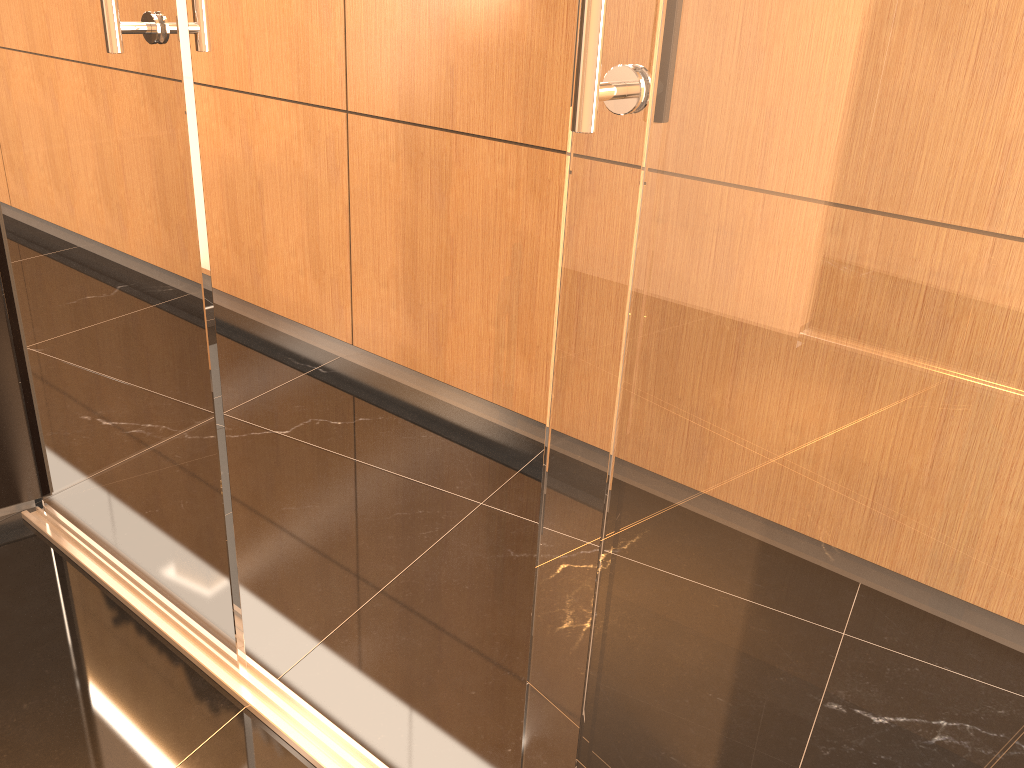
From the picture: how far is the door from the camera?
1.0m

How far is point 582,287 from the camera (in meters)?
0.98

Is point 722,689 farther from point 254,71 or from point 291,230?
point 254,71

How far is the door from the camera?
0.98m
